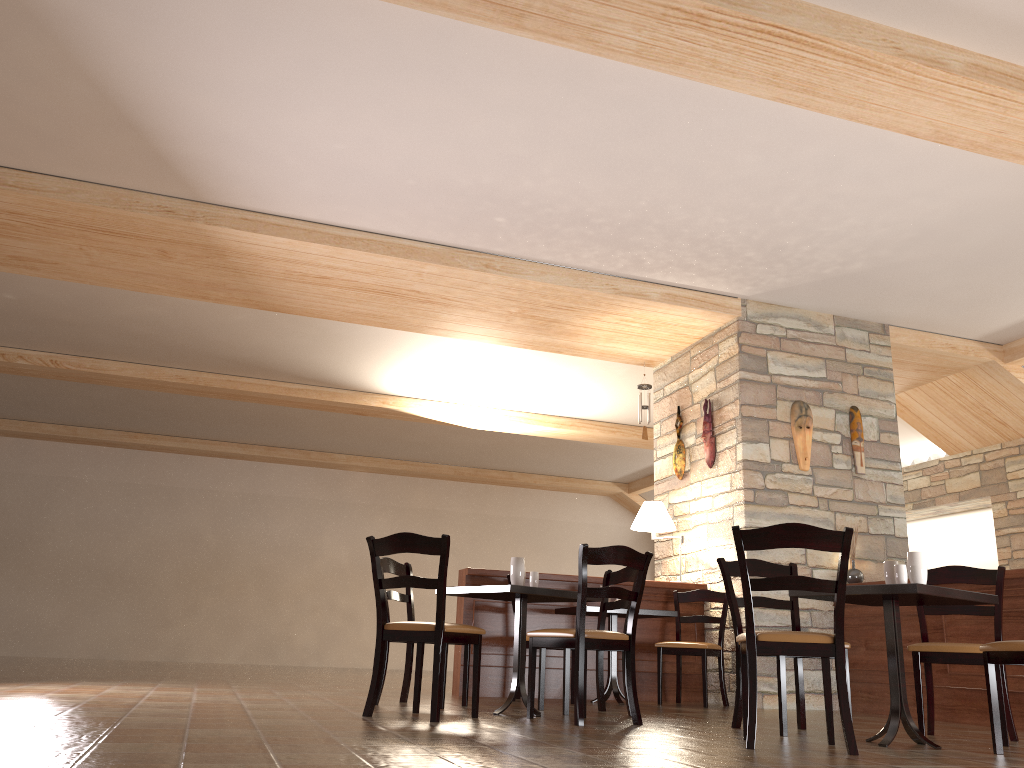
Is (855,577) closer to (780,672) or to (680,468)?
(680,468)

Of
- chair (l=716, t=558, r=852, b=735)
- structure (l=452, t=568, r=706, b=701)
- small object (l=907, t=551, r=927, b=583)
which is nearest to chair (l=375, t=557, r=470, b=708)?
structure (l=452, t=568, r=706, b=701)

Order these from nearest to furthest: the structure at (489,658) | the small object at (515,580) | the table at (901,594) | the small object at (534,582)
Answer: the table at (901,594) → the small object at (515,580) → the small object at (534,582) → the structure at (489,658)

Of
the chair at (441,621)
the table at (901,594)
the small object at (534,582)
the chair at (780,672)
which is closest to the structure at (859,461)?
the chair at (780,672)

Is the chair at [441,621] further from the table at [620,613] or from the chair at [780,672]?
the table at [620,613]

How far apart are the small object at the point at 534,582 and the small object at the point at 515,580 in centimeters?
15cm

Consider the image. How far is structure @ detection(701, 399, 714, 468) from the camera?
7.4 meters

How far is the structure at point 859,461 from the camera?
7.2 meters

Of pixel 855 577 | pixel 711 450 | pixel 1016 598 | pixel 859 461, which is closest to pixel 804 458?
pixel 859 461

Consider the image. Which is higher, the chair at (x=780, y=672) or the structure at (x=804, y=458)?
the structure at (x=804, y=458)
